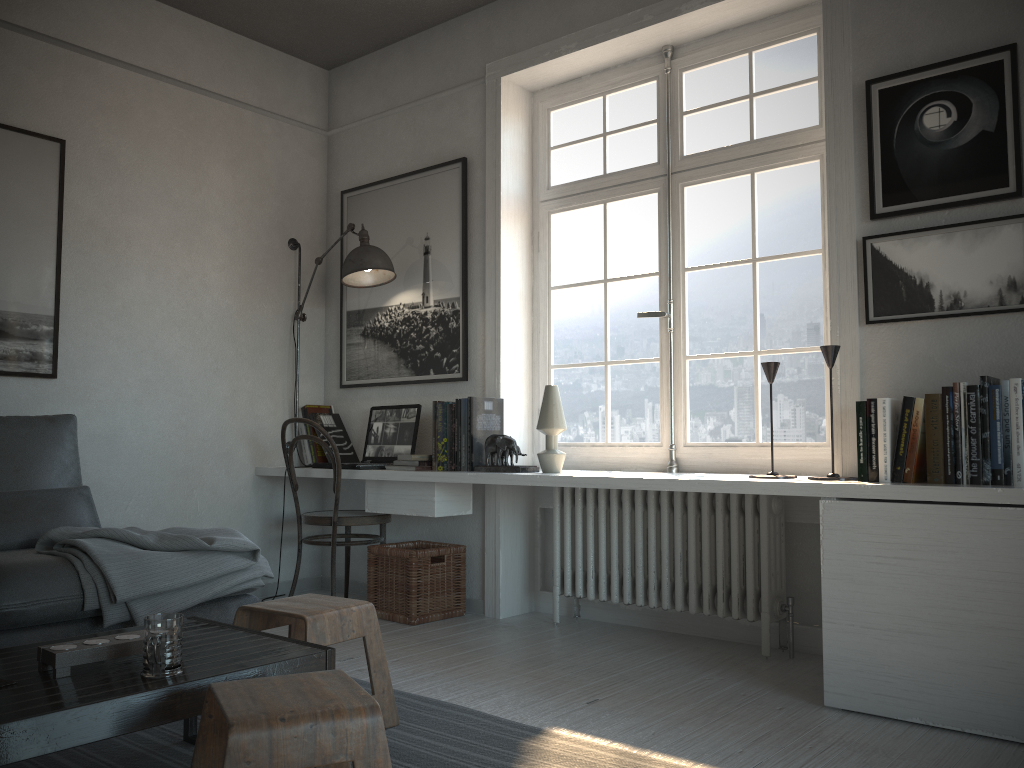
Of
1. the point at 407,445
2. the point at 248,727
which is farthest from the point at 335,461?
the point at 248,727

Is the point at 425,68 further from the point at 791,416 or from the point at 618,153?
the point at 791,416

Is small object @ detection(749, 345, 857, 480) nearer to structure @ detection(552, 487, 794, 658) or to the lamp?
structure @ detection(552, 487, 794, 658)

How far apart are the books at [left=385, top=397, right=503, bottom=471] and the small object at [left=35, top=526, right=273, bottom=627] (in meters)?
0.88

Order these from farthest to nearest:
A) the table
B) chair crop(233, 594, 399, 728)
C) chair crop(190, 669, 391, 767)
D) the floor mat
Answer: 1. chair crop(233, 594, 399, 728)
2. the floor mat
3. the table
4. chair crop(190, 669, 391, 767)

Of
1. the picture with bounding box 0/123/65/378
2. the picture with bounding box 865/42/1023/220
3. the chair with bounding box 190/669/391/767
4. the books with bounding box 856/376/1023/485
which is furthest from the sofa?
the picture with bounding box 865/42/1023/220

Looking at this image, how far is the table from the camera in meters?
1.5

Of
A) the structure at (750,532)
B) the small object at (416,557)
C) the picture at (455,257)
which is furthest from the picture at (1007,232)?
the small object at (416,557)

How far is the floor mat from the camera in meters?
2.2

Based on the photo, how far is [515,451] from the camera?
3.7 meters
